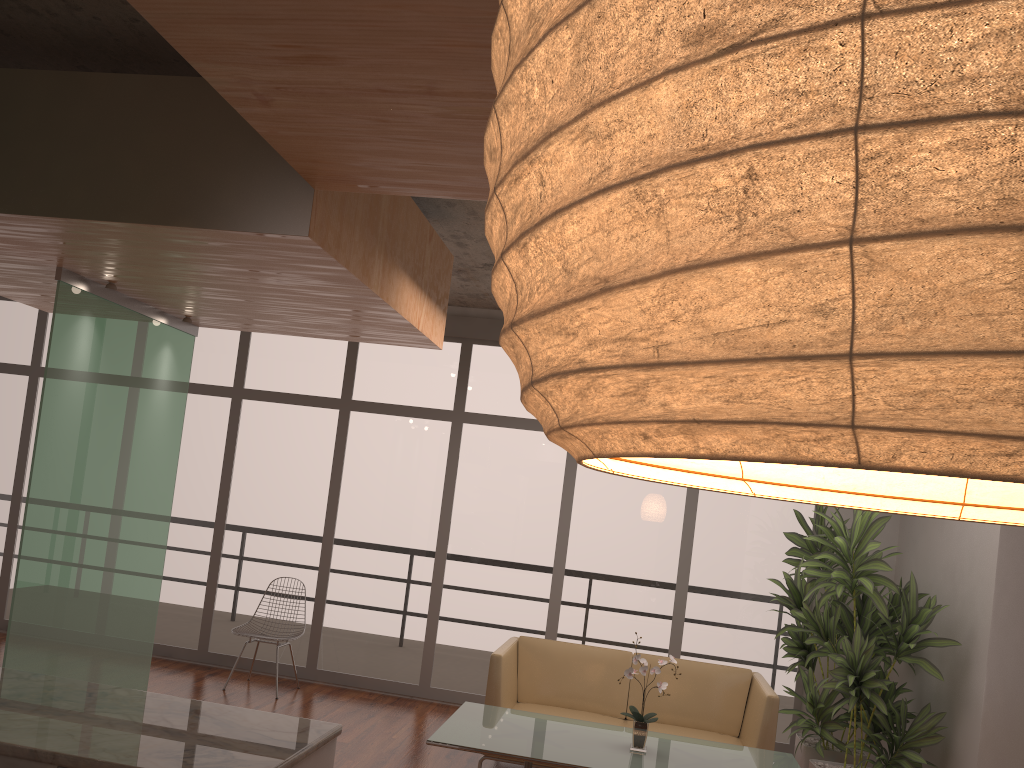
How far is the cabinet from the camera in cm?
Answer: 242

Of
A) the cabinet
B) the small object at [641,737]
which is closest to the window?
the small object at [641,737]

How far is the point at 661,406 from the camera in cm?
28

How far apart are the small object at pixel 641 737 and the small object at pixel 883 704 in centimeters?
135cm

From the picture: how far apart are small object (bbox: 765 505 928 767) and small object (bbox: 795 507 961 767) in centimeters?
8cm

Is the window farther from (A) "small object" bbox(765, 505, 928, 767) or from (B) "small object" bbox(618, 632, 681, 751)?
(B) "small object" bbox(618, 632, 681, 751)

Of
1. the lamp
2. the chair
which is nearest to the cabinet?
the lamp

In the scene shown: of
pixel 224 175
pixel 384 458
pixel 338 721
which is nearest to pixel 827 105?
pixel 224 175

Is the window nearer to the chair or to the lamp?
the chair

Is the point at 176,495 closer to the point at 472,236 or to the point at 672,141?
the point at 472,236
